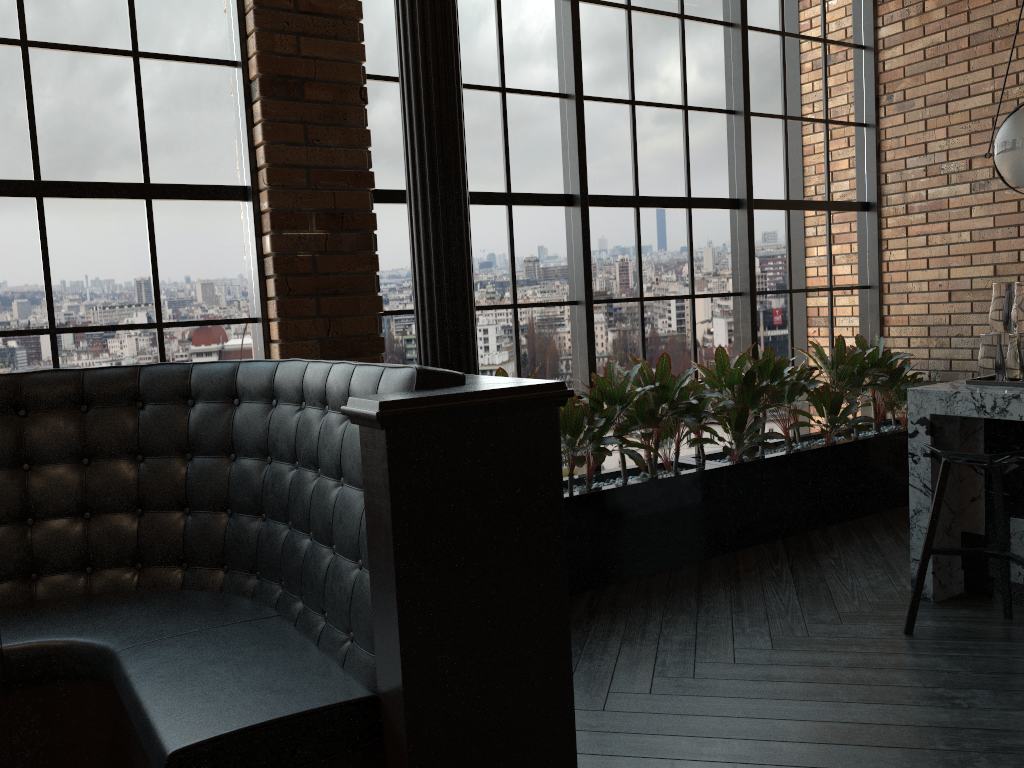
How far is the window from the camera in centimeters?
341cm

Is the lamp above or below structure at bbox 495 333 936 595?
above

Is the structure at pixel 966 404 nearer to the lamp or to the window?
the lamp

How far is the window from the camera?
3.4 meters

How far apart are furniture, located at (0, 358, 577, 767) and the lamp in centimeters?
249cm

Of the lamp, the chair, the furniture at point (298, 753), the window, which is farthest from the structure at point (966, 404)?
the furniture at point (298, 753)

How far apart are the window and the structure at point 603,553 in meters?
0.2 m

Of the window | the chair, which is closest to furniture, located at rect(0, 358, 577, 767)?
the window

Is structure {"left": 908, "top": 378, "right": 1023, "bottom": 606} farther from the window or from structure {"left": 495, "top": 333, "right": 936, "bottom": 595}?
the window

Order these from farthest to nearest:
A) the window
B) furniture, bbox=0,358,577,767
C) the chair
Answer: the window
the chair
furniture, bbox=0,358,577,767
